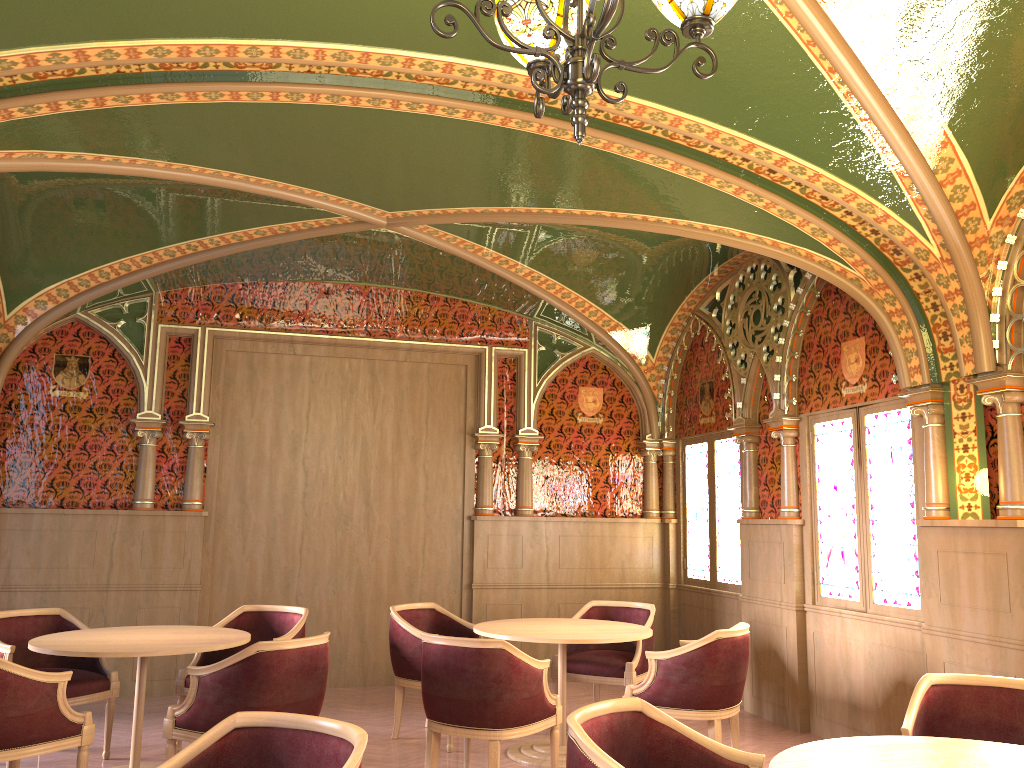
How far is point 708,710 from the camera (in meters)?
4.98

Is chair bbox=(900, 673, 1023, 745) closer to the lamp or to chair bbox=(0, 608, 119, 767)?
the lamp

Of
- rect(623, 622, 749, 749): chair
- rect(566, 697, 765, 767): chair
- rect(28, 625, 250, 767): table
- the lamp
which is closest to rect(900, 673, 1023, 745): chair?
rect(566, 697, 765, 767): chair

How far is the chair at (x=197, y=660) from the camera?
5.6m

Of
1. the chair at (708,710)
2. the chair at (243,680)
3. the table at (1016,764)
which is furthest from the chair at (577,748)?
the chair at (708,710)

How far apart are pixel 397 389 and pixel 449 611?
2.08m

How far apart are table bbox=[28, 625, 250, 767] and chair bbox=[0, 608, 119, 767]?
0.3 meters

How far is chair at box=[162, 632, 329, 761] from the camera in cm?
424

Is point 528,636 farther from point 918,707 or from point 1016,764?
point 1016,764

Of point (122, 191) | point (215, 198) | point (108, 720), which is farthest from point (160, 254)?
point (108, 720)
